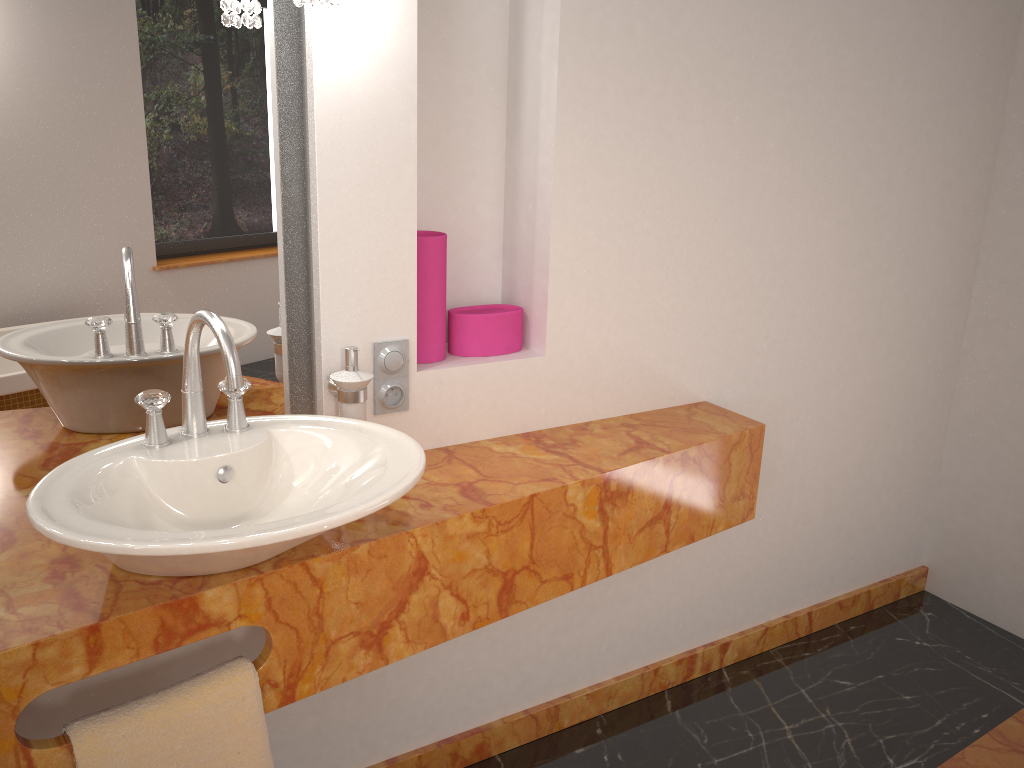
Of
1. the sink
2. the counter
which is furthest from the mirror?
the sink

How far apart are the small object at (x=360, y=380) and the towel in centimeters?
46cm

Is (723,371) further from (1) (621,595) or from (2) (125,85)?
(2) (125,85)

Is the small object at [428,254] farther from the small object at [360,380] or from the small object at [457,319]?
the small object at [360,380]

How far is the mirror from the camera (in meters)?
1.42

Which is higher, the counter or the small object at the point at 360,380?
the small object at the point at 360,380

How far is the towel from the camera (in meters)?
1.18

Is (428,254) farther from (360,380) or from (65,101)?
(65,101)

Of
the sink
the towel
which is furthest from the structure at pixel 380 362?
the towel

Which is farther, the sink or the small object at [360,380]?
the small object at [360,380]
